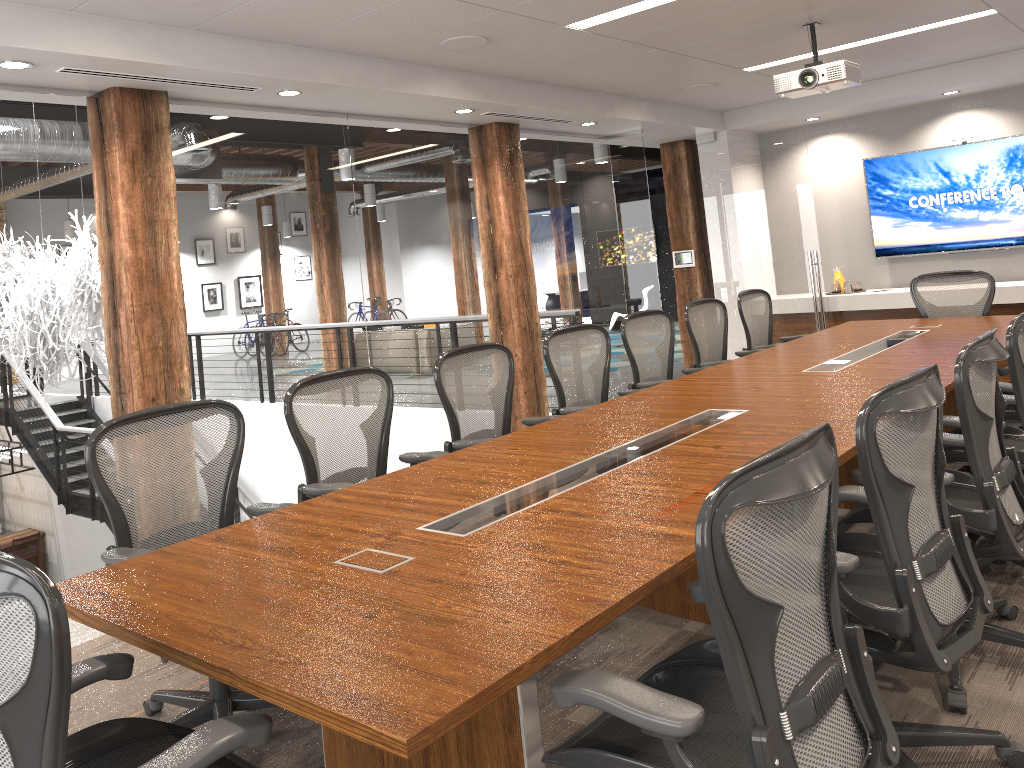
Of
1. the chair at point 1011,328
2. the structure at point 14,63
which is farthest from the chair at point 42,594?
the structure at point 14,63

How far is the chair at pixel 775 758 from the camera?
1.5m

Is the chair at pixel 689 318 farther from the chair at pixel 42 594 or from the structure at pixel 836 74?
the chair at pixel 42 594

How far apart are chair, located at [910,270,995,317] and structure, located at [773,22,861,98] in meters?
1.9 m

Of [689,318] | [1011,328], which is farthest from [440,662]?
[689,318]

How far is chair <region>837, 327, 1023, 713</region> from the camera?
2.7m

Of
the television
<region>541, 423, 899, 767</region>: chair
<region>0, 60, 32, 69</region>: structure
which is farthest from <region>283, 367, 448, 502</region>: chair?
the television

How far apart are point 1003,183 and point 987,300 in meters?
2.2 m

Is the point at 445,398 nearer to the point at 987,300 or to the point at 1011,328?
the point at 1011,328

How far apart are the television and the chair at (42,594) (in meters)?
8.09
